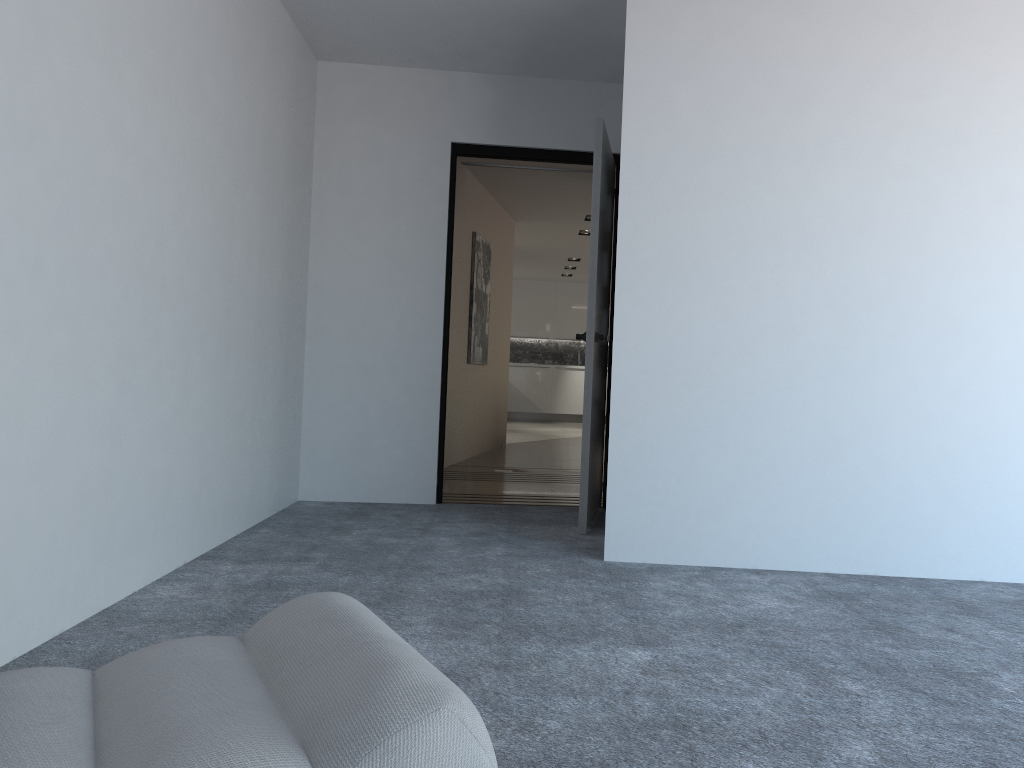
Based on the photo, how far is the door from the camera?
4.25m

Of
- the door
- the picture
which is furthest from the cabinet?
the door

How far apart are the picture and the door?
2.67m

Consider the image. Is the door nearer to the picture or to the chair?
the picture

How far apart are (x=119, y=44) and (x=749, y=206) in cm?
234

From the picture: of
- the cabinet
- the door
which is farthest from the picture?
the cabinet

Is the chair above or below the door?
below

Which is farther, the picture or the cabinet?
the cabinet

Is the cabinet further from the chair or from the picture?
the chair

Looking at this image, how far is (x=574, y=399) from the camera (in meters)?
15.42
